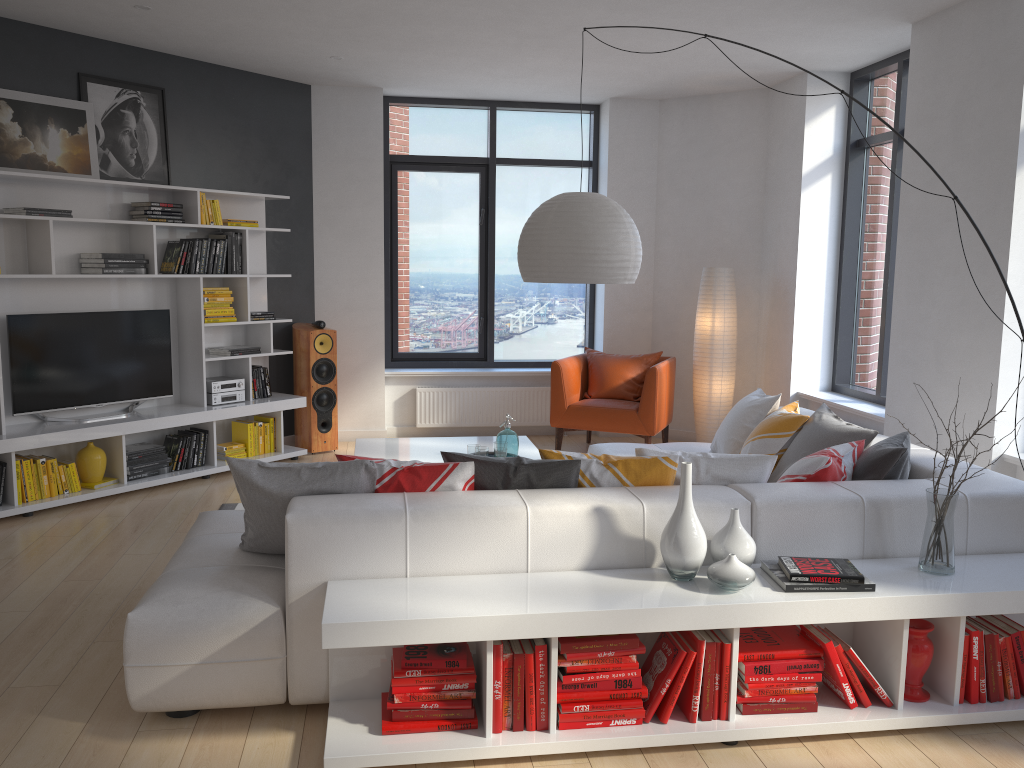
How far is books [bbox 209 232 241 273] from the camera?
6.5 meters

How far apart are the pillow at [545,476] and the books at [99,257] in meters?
3.5

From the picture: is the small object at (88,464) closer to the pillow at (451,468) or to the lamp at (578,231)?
the pillow at (451,468)

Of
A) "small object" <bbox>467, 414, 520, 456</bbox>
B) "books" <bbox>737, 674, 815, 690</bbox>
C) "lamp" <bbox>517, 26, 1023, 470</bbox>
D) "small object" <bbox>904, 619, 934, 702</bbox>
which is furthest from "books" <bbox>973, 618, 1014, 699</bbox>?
"small object" <bbox>467, 414, 520, 456</bbox>

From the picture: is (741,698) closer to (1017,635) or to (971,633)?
(971,633)

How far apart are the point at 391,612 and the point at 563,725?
0.67m

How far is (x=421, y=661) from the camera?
2.8 meters

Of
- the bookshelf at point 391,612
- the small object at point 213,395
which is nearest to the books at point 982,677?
the bookshelf at point 391,612

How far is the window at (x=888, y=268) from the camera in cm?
614

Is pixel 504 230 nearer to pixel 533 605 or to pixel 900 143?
pixel 900 143
